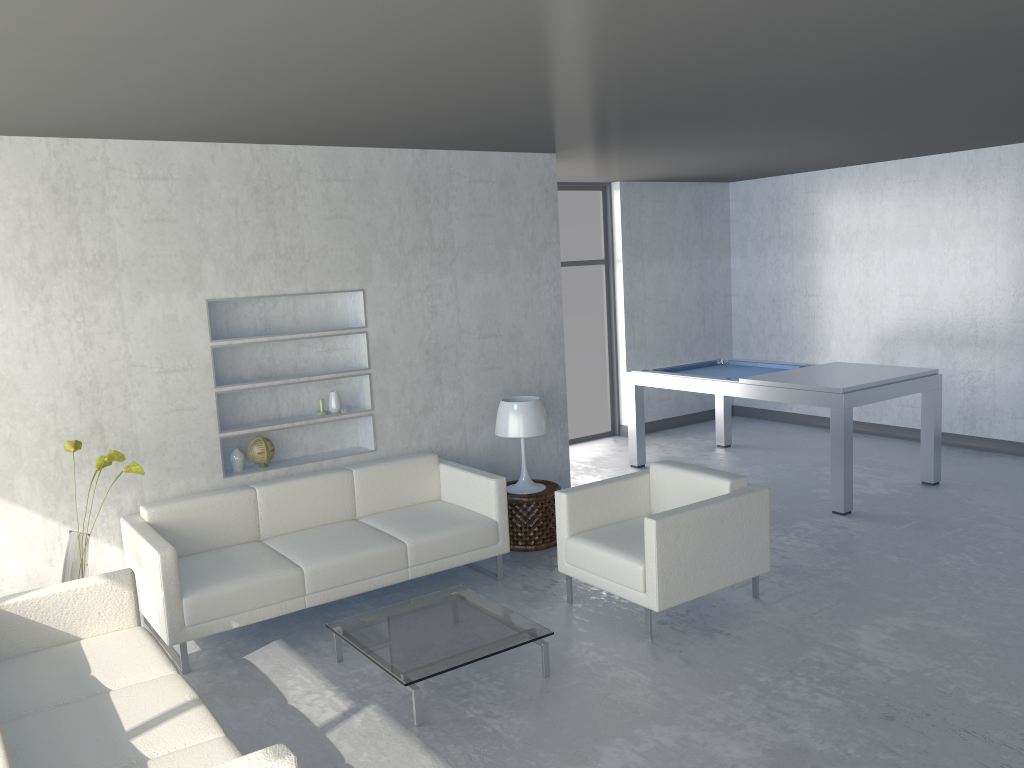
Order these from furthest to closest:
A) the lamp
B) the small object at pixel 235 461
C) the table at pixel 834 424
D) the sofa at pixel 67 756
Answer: the table at pixel 834 424, the lamp, the small object at pixel 235 461, the sofa at pixel 67 756

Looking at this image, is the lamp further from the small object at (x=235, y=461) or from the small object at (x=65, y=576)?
the small object at (x=65, y=576)

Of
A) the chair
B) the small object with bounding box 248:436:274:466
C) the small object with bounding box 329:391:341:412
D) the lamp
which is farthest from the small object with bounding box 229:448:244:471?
the chair

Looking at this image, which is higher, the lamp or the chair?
the lamp

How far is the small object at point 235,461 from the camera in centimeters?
501cm

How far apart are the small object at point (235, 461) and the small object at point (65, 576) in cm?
79

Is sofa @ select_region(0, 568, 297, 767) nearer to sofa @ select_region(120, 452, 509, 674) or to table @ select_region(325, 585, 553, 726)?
sofa @ select_region(120, 452, 509, 674)

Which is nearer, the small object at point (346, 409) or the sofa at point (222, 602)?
the sofa at point (222, 602)

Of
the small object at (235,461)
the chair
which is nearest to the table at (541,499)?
the chair

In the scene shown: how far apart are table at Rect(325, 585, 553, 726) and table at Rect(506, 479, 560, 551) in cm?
112
